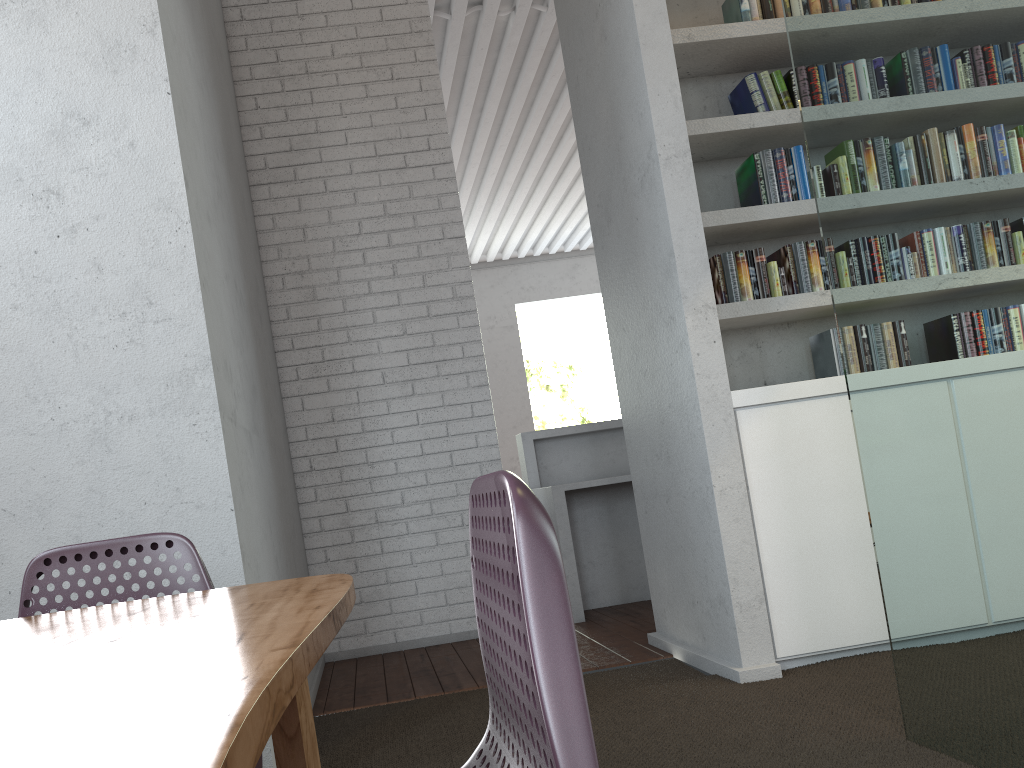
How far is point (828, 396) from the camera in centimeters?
329cm

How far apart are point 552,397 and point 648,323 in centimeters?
2660cm
